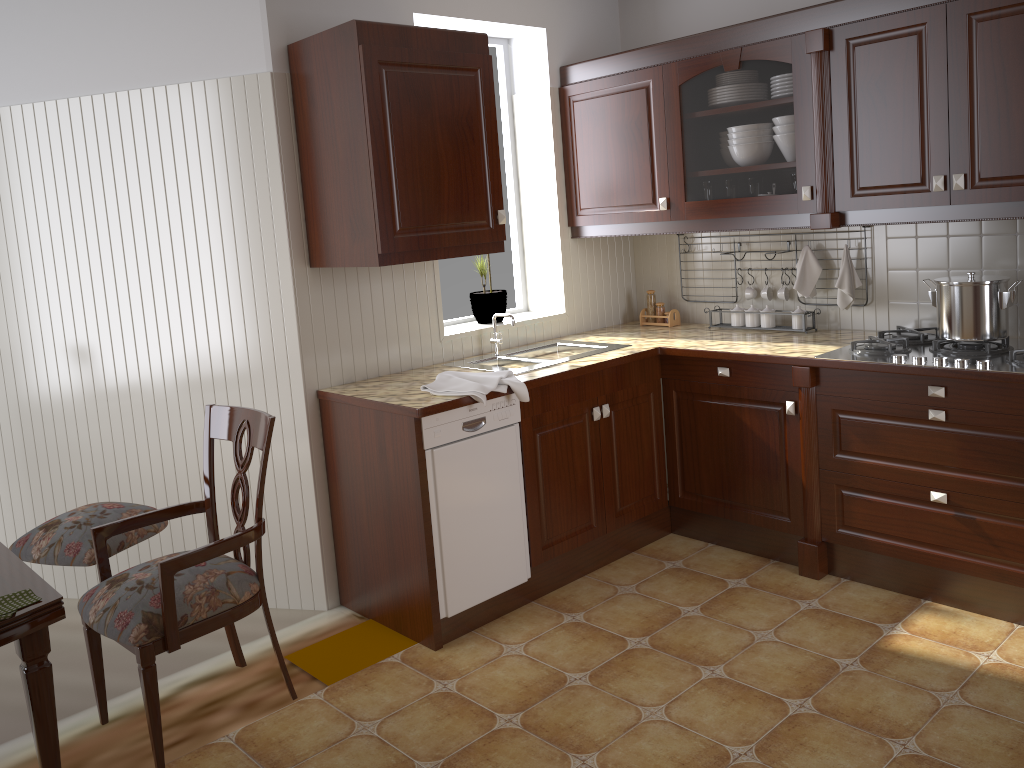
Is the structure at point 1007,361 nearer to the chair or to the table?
the chair

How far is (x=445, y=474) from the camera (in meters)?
2.90

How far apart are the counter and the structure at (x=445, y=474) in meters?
0.0

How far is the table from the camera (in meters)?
1.61

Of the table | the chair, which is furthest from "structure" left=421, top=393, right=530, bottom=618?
the table

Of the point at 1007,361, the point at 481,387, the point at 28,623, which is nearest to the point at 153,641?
the point at 28,623

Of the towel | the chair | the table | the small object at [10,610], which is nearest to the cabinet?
the towel

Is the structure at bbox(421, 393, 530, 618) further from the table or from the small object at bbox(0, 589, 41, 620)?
the small object at bbox(0, 589, 41, 620)

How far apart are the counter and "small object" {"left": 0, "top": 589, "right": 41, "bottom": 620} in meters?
1.3

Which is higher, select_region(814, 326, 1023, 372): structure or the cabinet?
the cabinet
